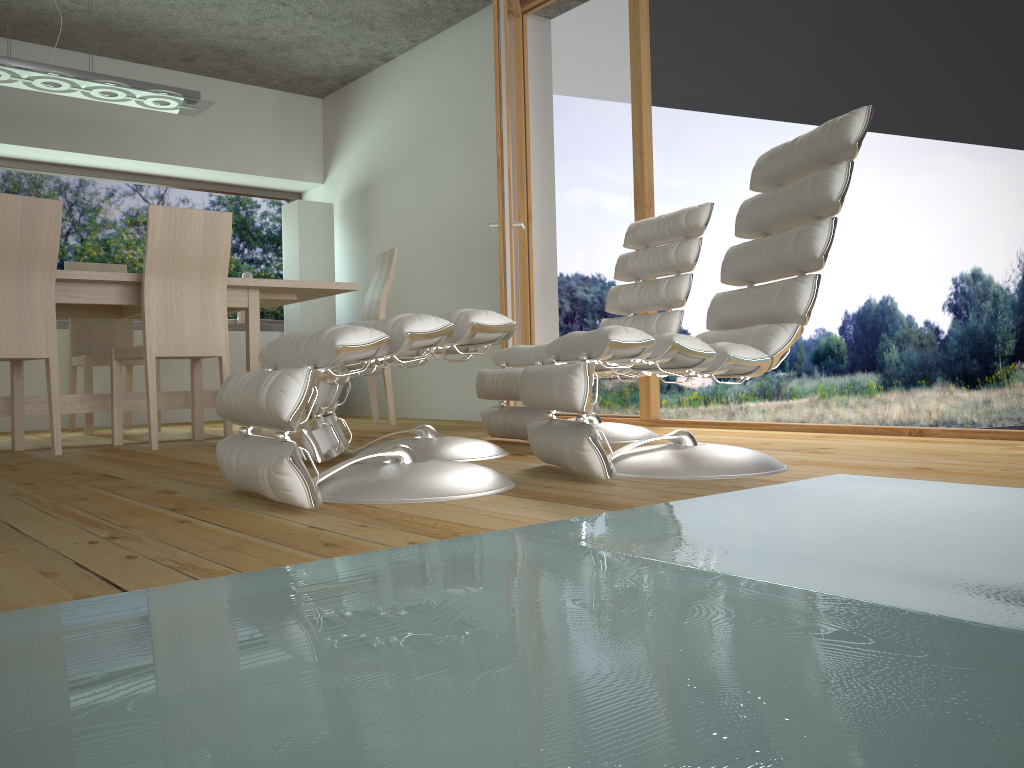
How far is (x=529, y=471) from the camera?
2.5 meters

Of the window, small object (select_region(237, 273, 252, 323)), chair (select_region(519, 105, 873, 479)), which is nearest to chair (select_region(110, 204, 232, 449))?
chair (select_region(519, 105, 873, 479))

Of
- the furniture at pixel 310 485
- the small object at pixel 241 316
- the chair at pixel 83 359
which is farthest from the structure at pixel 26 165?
the furniture at pixel 310 485

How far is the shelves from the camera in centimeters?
566cm

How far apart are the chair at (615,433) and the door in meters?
0.5 m

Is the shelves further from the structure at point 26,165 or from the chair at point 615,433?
the chair at point 615,433

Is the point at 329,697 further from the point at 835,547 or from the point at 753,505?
the point at 753,505

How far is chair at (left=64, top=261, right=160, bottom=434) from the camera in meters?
4.9

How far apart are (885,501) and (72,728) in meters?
1.6 m

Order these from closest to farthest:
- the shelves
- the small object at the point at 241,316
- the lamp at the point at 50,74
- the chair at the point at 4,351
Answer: the chair at the point at 4,351 < the lamp at the point at 50,74 < the shelves < the small object at the point at 241,316
